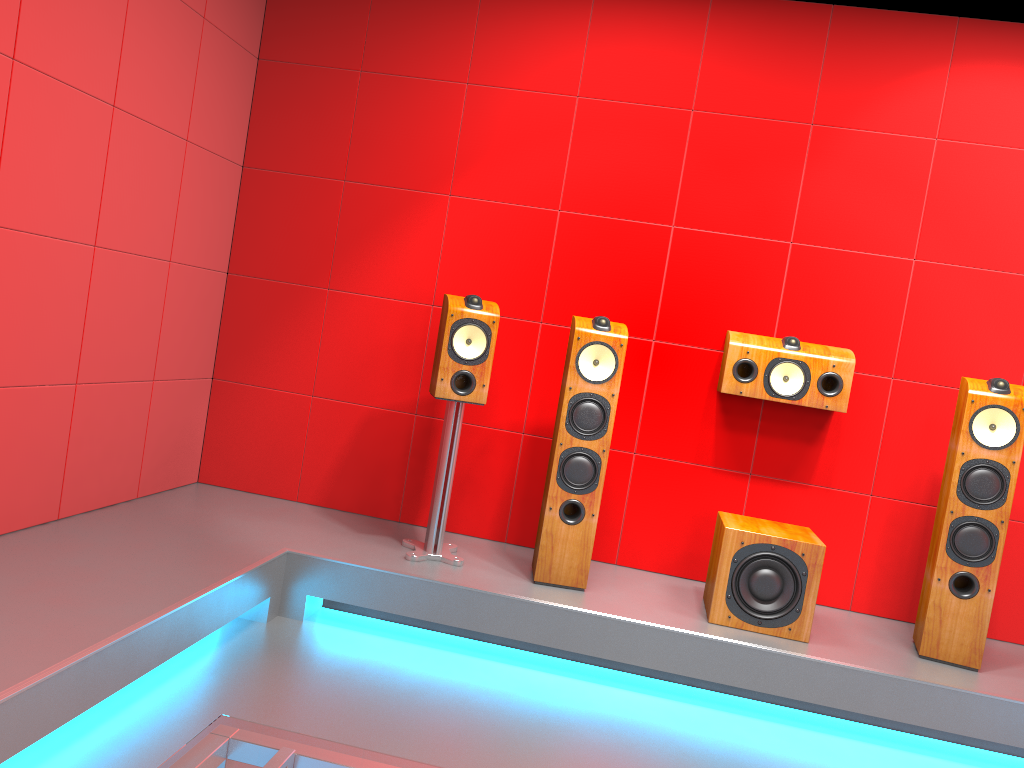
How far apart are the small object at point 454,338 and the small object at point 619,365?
0.3m

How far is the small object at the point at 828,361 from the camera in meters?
3.5

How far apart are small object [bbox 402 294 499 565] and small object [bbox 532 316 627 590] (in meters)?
0.29

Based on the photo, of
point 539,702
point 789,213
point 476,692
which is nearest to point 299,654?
point 476,692

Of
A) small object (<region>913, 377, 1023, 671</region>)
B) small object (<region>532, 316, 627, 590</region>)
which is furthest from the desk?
small object (<region>913, 377, 1023, 671</region>)

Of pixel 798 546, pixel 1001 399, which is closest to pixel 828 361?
pixel 1001 399

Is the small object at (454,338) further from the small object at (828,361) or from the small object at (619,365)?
the small object at (828,361)

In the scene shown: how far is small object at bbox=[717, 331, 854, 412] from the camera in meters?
3.5

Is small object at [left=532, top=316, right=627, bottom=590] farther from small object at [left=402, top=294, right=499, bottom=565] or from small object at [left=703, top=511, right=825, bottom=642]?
small object at [left=703, top=511, right=825, bottom=642]

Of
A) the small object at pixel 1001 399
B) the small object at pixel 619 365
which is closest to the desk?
the small object at pixel 619 365
